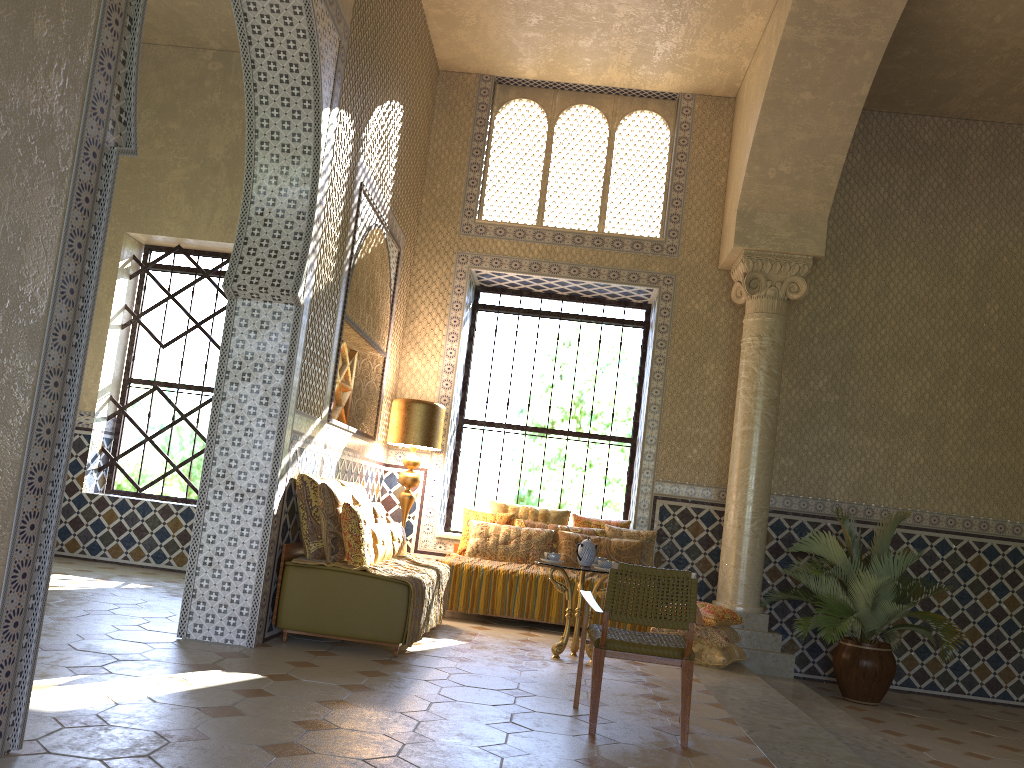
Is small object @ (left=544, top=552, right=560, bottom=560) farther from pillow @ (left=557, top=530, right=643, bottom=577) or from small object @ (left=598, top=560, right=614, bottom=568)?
pillow @ (left=557, top=530, right=643, bottom=577)

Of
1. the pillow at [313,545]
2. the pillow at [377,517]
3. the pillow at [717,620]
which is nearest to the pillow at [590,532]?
the pillow at [717,620]

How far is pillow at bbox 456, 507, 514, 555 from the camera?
12.2m

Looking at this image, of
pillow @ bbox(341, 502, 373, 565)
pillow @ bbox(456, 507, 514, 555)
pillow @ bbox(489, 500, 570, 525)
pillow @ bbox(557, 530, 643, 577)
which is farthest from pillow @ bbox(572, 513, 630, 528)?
pillow @ bbox(341, 502, 373, 565)

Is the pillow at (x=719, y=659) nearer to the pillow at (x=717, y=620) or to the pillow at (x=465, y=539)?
the pillow at (x=717, y=620)

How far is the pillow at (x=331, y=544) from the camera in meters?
8.4

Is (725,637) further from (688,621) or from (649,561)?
(688,621)

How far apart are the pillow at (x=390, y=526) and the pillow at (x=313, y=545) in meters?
1.0 m

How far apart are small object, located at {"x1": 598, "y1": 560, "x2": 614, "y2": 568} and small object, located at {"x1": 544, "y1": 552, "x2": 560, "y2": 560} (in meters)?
0.53

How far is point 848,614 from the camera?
10.4m
